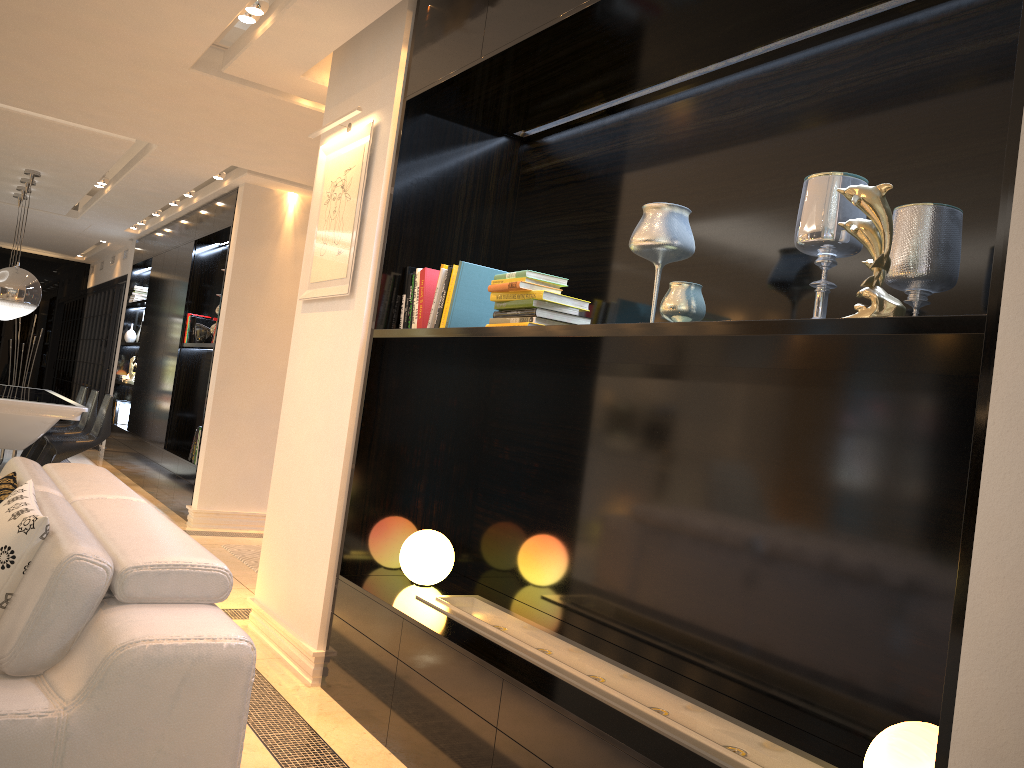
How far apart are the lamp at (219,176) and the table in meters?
2.1

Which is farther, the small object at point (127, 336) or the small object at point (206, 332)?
the small object at point (127, 336)

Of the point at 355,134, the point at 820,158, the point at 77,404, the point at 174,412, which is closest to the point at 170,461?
the point at 174,412

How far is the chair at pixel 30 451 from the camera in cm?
863

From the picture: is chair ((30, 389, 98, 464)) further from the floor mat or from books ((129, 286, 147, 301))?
the floor mat

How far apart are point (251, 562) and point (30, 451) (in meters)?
4.35

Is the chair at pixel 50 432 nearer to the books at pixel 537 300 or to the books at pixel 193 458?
the books at pixel 193 458

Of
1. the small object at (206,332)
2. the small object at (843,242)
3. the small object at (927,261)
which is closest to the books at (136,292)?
the small object at (206,332)

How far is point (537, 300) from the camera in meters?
2.8 m

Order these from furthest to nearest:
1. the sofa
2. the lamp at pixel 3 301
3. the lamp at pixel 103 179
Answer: the lamp at pixel 103 179, the lamp at pixel 3 301, the sofa
